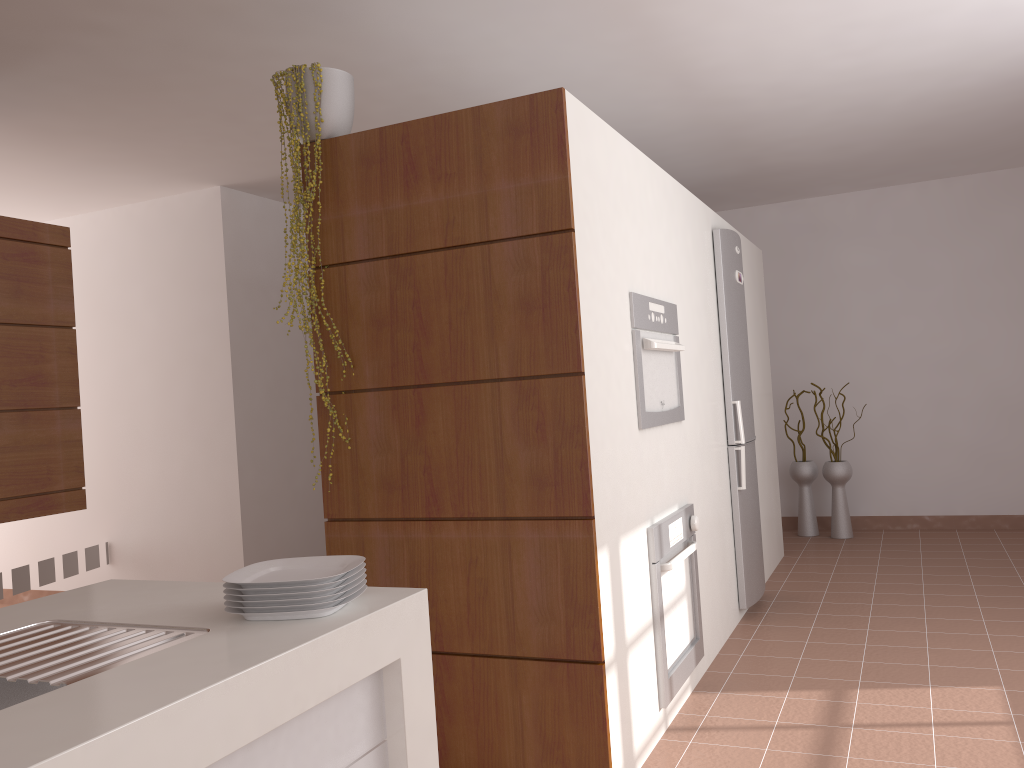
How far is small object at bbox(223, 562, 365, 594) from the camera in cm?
148

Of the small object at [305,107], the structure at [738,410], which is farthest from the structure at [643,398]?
the small object at [305,107]

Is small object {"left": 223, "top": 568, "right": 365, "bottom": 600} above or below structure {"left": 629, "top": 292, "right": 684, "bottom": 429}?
below

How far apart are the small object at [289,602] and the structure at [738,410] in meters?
3.0

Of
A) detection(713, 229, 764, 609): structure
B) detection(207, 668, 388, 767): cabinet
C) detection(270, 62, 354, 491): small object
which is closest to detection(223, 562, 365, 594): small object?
detection(207, 668, 388, 767): cabinet

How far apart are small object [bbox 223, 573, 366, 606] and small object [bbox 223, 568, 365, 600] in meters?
0.0 m

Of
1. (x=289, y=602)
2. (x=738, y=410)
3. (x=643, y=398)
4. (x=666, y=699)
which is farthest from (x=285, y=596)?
(x=738, y=410)

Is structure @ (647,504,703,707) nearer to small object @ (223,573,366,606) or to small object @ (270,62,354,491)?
small object @ (270,62,354,491)

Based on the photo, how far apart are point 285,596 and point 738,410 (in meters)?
3.15

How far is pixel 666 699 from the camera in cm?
292
